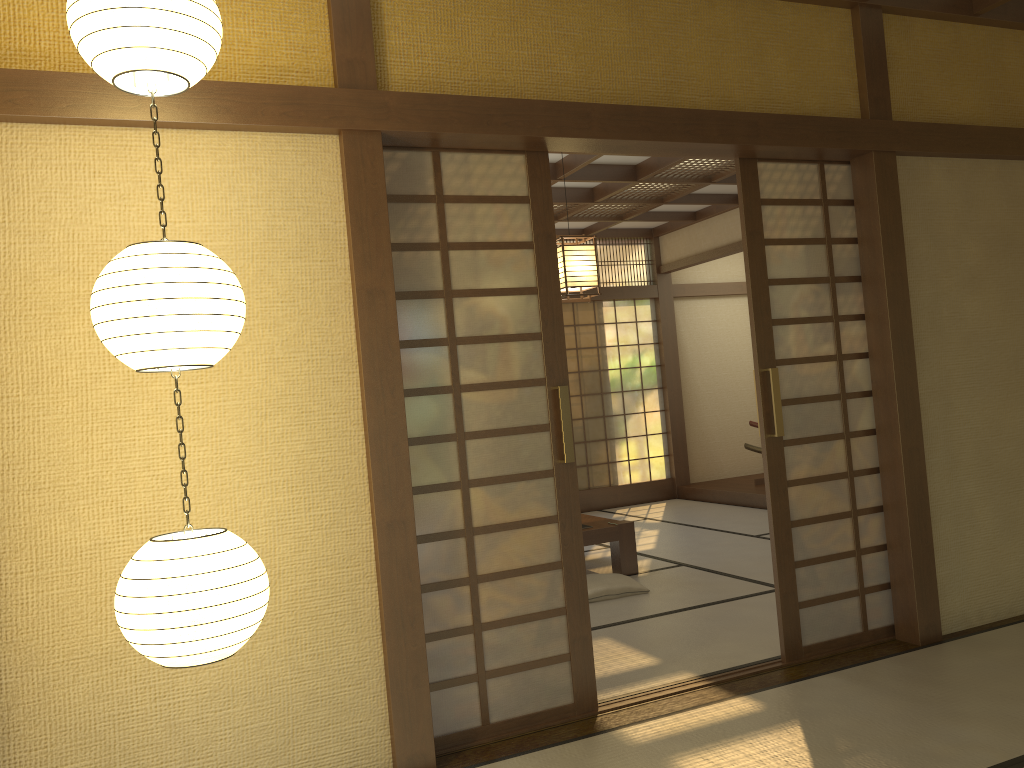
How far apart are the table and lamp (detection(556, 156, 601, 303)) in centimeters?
163cm

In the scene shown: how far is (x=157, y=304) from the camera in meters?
2.0 m

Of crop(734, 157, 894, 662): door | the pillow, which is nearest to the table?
the pillow

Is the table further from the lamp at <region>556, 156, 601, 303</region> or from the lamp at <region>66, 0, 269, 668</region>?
the lamp at <region>66, 0, 269, 668</region>

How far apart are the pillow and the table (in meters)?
0.30

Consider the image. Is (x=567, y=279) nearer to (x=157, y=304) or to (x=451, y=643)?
(x=451, y=643)

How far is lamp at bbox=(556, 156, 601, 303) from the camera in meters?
5.1

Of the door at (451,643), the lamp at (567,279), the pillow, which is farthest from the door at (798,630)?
the pillow

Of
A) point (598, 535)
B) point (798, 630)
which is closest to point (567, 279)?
point (598, 535)

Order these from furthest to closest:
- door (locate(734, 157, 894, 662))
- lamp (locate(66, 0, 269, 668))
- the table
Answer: the table
door (locate(734, 157, 894, 662))
lamp (locate(66, 0, 269, 668))
